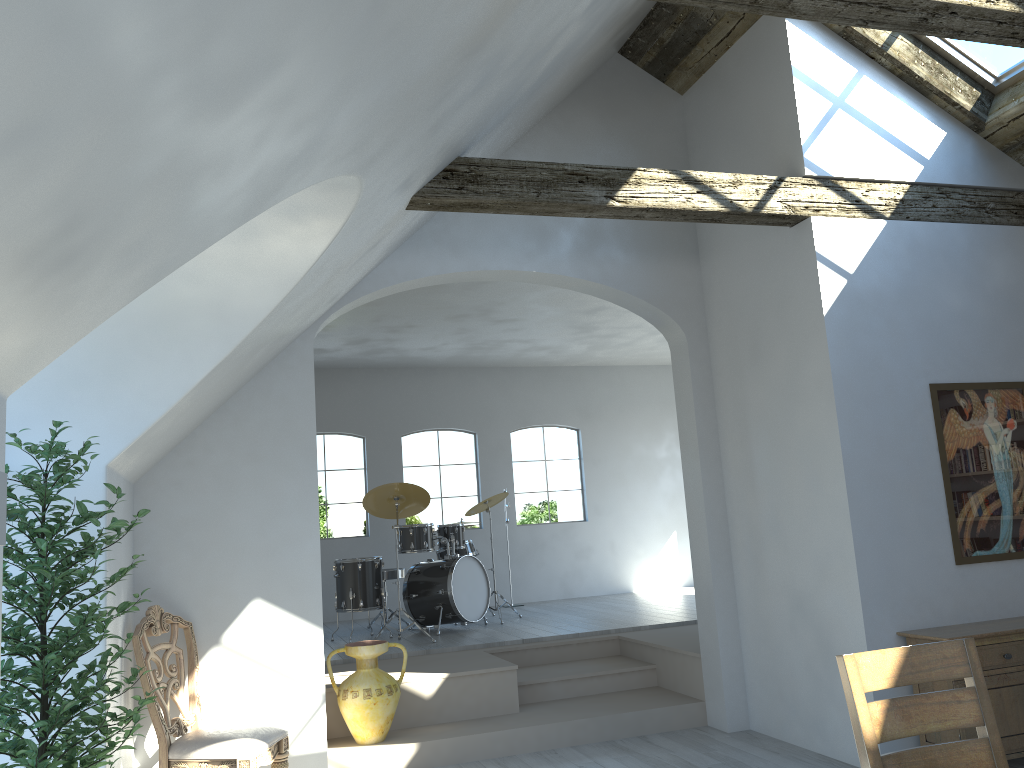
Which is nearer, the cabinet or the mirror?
the cabinet

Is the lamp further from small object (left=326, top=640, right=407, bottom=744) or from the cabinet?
the cabinet

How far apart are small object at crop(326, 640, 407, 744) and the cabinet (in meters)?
3.02

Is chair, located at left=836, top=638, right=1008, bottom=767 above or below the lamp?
below

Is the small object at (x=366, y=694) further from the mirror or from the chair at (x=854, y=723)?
the chair at (x=854, y=723)

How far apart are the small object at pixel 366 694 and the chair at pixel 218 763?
0.8 meters

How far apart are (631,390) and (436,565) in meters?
4.4

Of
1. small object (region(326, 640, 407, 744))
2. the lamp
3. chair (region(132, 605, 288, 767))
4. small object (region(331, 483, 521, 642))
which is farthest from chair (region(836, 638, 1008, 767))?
small object (region(331, 483, 521, 642))

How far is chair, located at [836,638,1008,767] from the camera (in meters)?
2.45

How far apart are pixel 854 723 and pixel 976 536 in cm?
318
